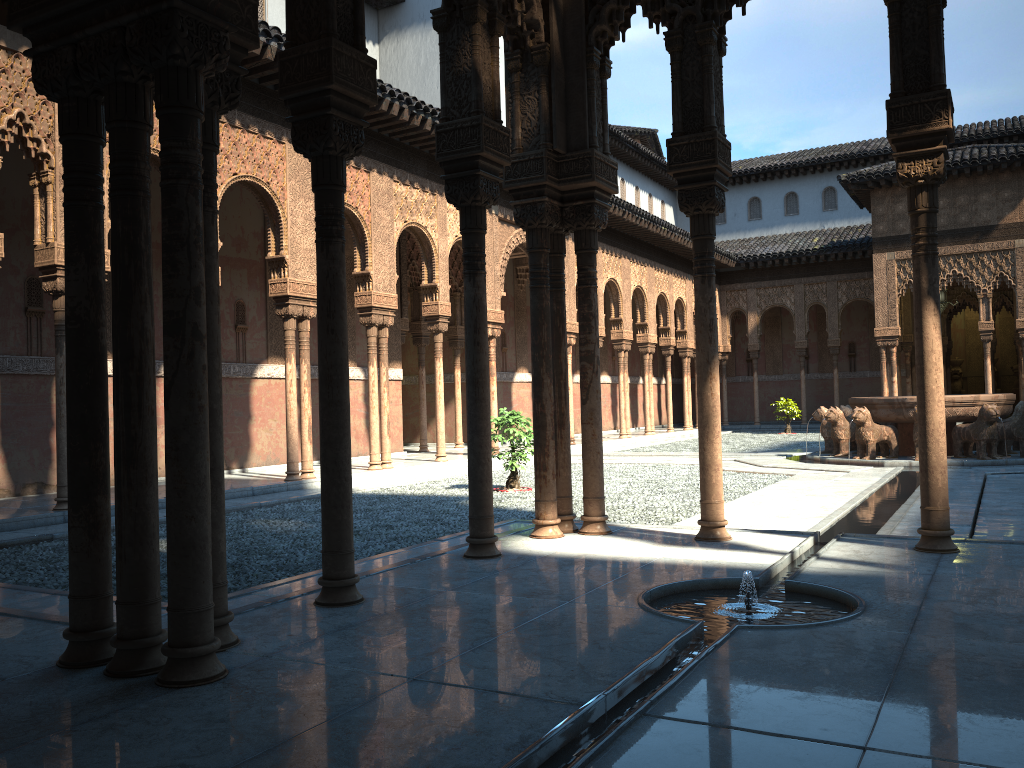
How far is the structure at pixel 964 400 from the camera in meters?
15.8

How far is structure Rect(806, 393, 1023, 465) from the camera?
15.82m

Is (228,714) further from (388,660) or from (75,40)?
(75,40)

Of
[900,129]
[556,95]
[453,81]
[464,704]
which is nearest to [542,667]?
[464,704]
